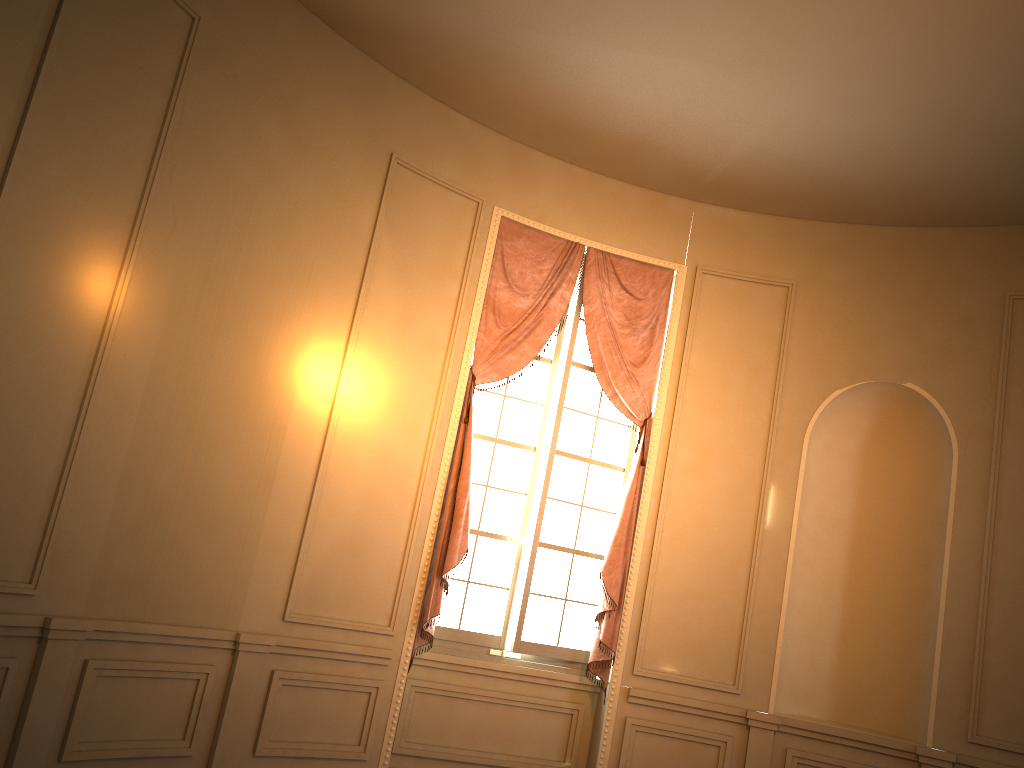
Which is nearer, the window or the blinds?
the blinds

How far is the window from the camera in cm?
572

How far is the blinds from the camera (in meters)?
5.44

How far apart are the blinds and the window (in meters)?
0.08

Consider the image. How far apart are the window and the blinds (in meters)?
0.08

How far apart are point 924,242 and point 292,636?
4.80m

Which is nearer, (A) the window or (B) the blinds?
(B) the blinds

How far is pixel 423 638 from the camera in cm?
544

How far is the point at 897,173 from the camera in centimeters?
548cm
